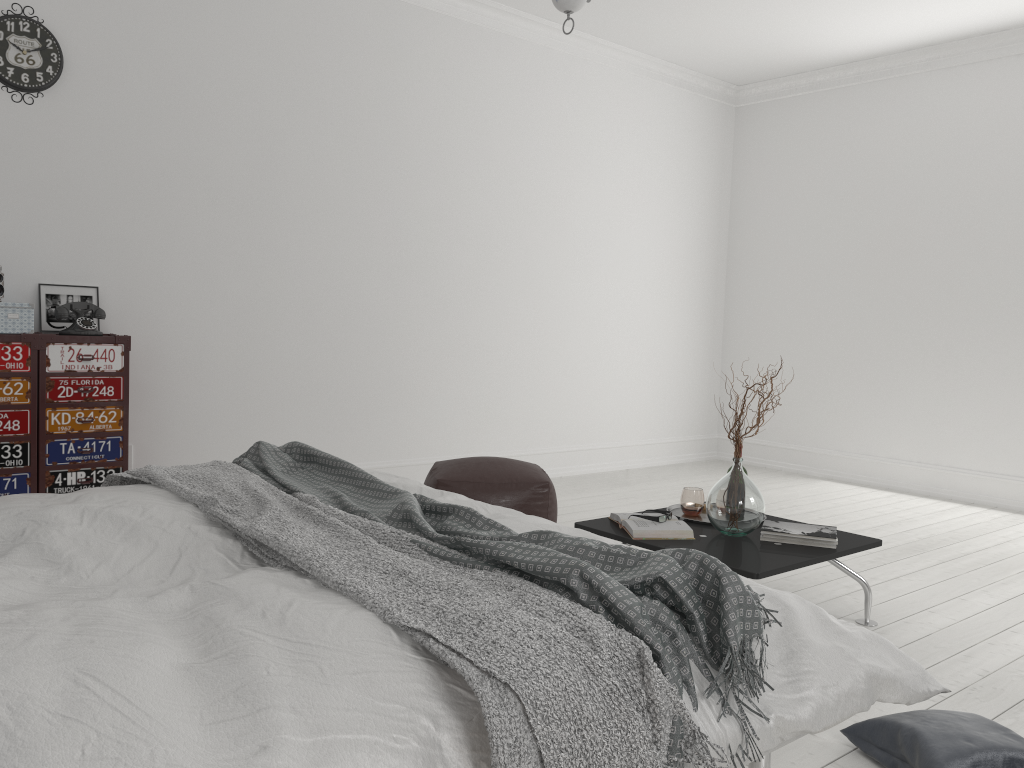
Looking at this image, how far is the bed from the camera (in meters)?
1.10

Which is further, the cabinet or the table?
the cabinet

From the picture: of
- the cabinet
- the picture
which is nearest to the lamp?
the cabinet

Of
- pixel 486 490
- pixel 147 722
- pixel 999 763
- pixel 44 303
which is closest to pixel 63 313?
pixel 44 303

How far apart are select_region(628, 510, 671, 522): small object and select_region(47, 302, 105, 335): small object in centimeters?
261cm

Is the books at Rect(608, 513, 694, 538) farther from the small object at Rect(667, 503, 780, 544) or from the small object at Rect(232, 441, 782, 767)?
the small object at Rect(232, 441, 782, 767)

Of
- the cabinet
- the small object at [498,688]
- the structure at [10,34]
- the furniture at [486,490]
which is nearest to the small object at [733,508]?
the furniture at [486,490]

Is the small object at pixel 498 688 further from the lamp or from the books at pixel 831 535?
the books at pixel 831 535

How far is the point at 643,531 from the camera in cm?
316

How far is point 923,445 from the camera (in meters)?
6.11
